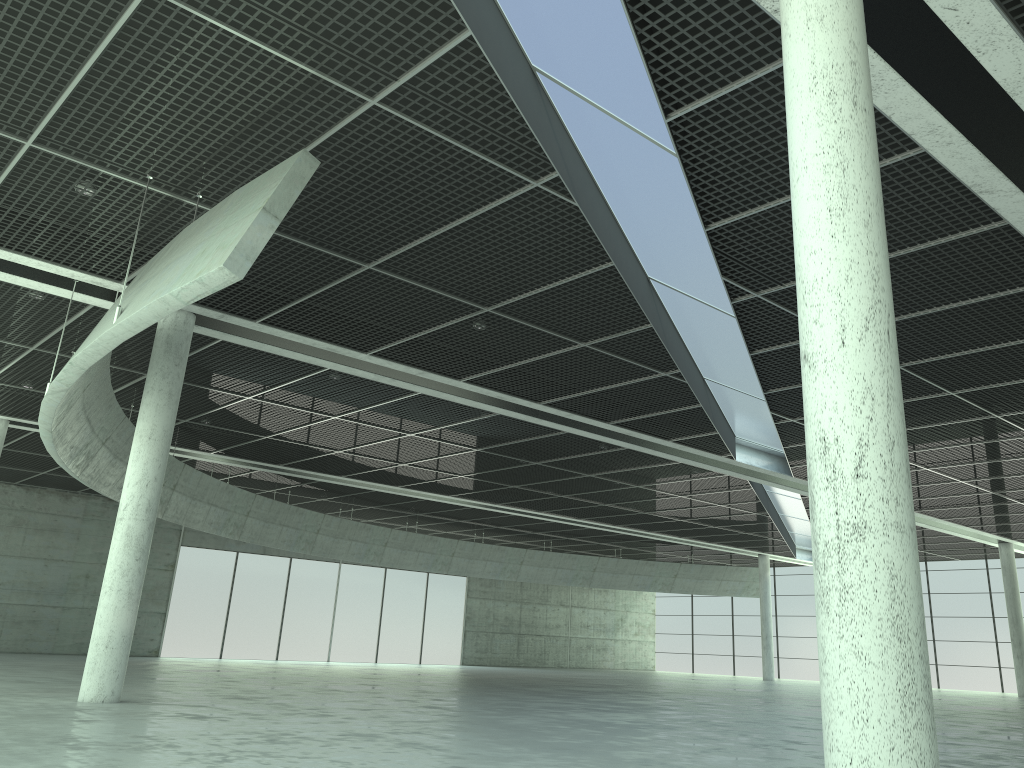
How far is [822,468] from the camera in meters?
10.8
